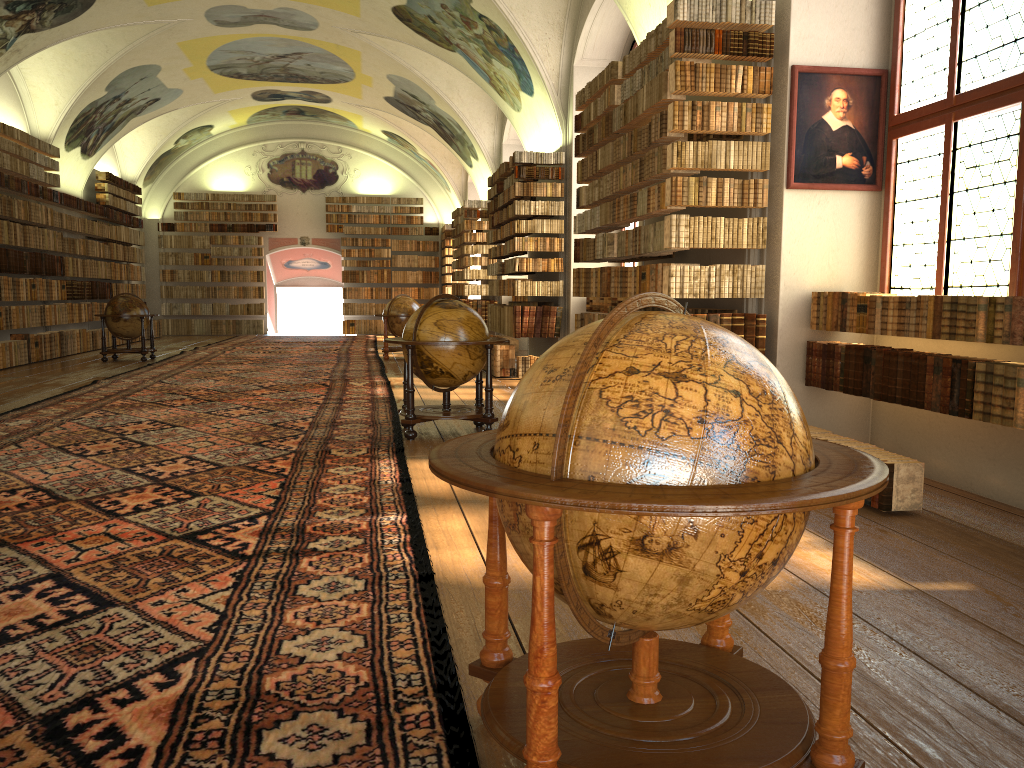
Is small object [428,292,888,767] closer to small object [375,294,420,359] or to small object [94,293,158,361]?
small object [375,294,420,359]

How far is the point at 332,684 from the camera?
3.2m

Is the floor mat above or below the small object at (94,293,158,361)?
below

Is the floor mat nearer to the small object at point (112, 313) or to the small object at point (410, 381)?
the small object at point (410, 381)

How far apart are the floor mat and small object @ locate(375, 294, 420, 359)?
0.8m

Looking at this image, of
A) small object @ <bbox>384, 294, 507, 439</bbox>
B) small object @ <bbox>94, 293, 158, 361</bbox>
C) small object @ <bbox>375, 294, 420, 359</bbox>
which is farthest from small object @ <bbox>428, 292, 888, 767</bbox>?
small object @ <bbox>94, 293, 158, 361</bbox>

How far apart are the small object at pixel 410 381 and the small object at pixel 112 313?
11.28m

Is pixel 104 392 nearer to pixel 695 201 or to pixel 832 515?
pixel 695 201

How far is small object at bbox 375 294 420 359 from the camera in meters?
19.4 m

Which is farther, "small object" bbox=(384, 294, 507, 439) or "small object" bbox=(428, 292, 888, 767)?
"small object" bbox=(384, 294, 507, 439)
